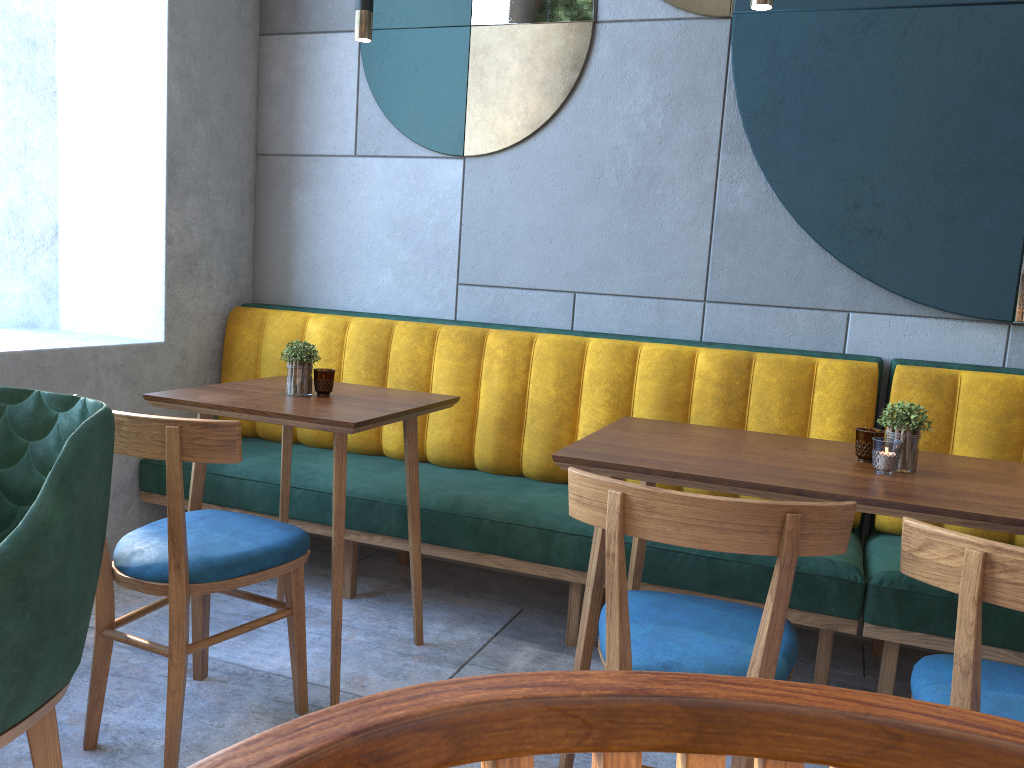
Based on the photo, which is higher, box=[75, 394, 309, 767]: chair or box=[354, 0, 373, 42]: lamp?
box=[354, 0, 373, 42]: lamp

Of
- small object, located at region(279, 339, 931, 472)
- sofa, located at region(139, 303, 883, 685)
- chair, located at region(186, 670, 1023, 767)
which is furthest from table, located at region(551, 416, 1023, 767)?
chair, located at region(186, 670, 1023, 767)

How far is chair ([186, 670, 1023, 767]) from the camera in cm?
18

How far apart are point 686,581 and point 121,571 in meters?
1.4 m

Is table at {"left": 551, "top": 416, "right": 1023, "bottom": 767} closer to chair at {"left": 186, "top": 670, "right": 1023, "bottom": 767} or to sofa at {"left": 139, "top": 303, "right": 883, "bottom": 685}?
sofa at {"left": 139, "top": 303, "right": 883, "bottom": 685}

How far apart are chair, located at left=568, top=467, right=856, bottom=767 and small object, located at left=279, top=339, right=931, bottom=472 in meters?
0.4

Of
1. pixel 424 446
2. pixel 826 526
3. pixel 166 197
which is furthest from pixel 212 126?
pixel 826 526

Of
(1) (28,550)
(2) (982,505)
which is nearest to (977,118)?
(2) (982,505)

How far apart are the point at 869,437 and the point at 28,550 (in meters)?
1.62

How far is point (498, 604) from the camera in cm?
301
